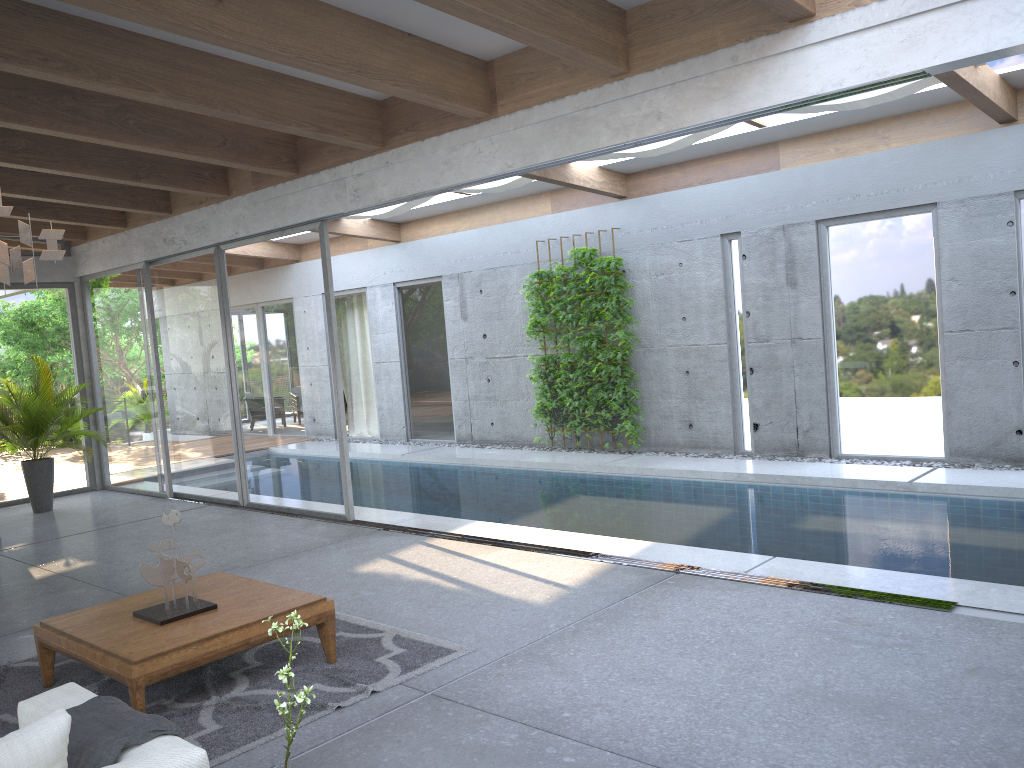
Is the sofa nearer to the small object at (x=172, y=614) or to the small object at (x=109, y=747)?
the small object at (x=109, y=747)

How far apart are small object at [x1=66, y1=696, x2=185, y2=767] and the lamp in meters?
1.9 m

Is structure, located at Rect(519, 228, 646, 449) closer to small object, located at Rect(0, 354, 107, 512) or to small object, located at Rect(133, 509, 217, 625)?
small object, located at Rect(0, 354, 107, 512)

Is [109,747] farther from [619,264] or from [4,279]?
[619,264]

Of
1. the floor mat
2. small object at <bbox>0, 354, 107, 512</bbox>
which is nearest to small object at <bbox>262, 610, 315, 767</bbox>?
the floor mat

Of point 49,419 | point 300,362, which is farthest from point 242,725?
point 49,419

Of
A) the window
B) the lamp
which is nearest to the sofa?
the lamp

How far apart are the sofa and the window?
4.97m

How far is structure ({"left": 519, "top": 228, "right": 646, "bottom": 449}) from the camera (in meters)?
10.67

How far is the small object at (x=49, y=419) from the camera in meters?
9.8 m
